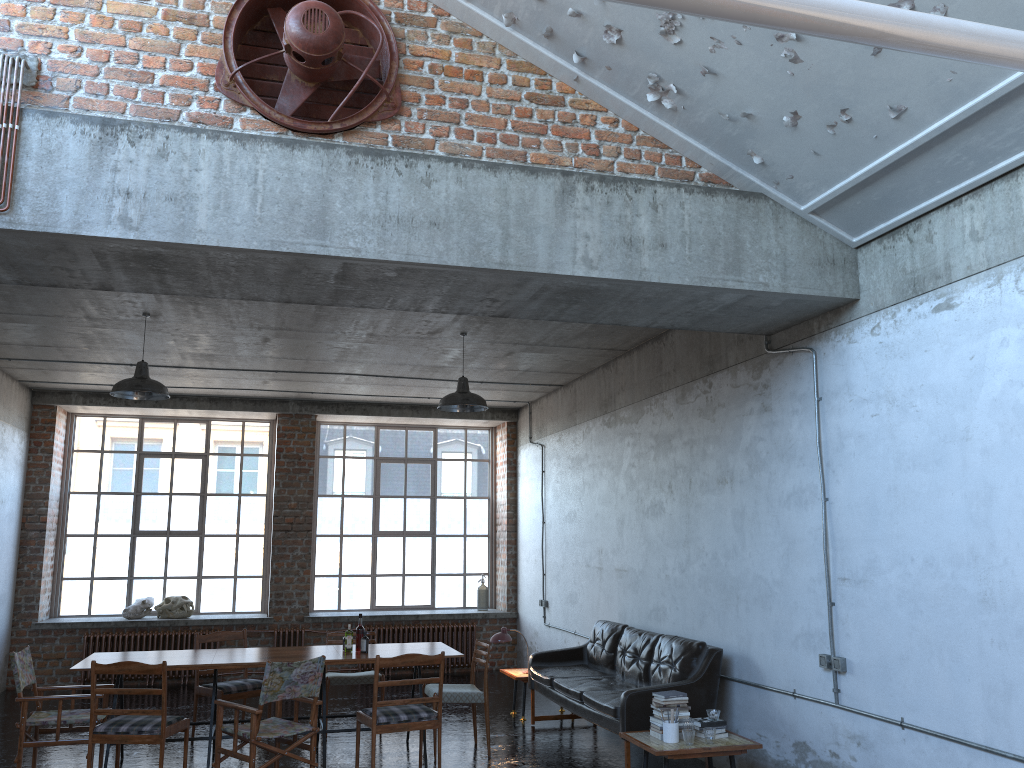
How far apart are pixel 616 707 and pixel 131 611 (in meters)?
7.90

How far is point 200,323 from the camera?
8.4m

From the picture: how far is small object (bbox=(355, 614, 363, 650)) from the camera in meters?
7.9 m

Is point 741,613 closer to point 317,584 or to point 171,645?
point 317,584

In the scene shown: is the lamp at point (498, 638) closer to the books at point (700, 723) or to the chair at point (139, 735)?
the books at point (700, 723)

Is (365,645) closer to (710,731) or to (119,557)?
(710,731)

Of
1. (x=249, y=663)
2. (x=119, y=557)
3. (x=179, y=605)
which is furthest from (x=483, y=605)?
(x=249, y=663)

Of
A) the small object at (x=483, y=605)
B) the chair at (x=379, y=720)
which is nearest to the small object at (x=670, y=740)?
the chair at (x=379, y=720)

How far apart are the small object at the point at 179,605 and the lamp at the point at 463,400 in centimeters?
571cm

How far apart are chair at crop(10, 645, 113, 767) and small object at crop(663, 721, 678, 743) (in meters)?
4.43
